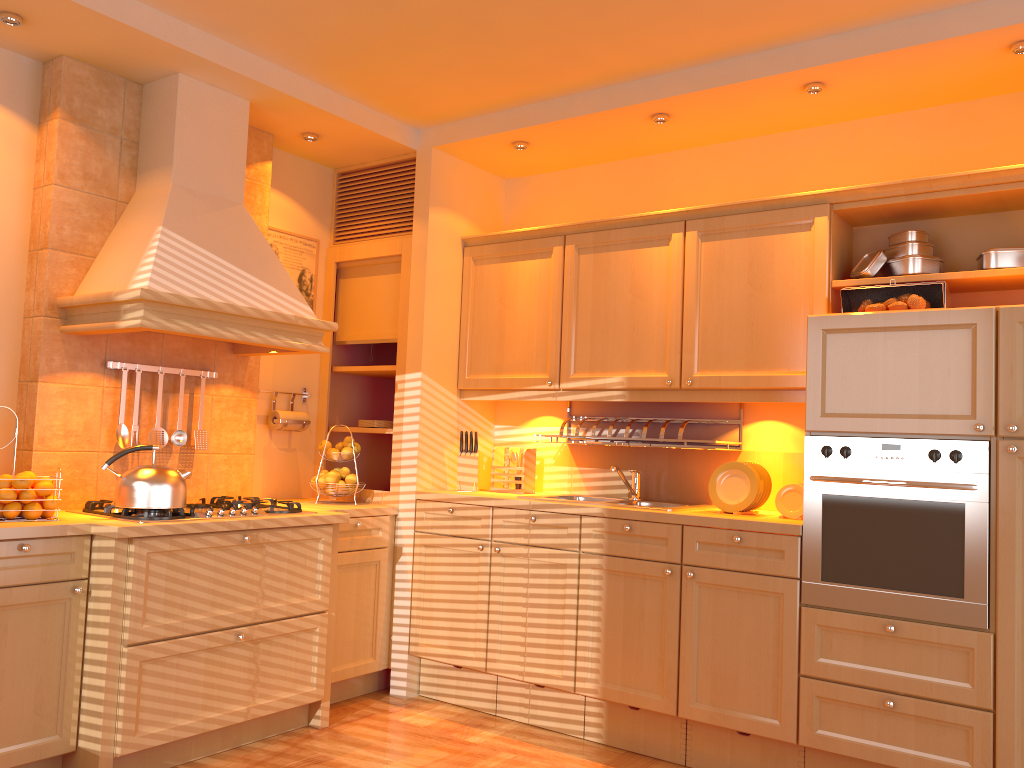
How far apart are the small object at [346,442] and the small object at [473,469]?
0.5m

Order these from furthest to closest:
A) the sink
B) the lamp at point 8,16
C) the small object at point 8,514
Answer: the sink
the lamp at point 8,16
the small object at point 8,514

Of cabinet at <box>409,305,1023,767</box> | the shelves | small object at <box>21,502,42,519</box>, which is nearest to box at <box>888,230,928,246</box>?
cabinet at <box>409,305,1023,767</box>

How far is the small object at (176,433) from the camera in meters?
3.7 m

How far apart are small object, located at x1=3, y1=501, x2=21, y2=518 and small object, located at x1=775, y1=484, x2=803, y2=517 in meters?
2.7 m

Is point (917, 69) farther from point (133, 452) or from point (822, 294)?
point (133, 452)

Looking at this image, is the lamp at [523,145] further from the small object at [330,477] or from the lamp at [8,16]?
the lamp at [8,16]

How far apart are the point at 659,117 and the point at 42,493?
2.7m

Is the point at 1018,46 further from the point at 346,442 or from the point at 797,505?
the point at 346,442

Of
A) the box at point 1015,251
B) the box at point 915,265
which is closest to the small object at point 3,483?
the box at point 915,265
